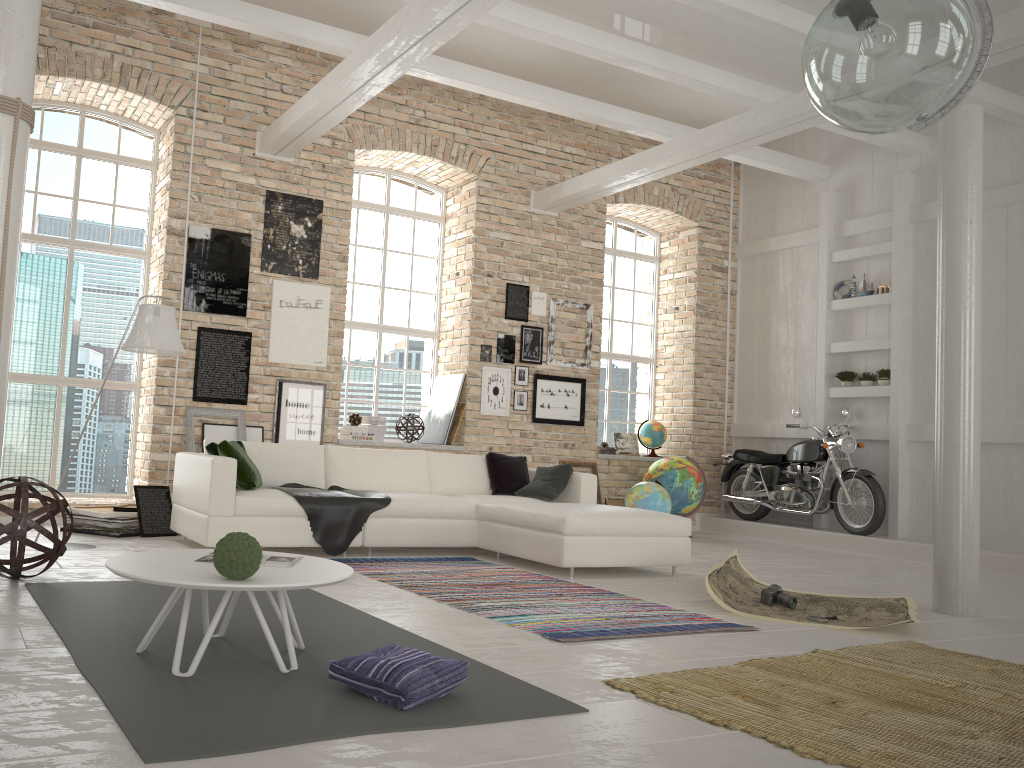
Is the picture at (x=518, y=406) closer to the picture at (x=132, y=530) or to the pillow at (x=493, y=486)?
the pillow at (x=493, y=486)

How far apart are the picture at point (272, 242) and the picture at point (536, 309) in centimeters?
261cm

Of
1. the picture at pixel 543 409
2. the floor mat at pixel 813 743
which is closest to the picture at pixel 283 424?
the picture at pixel 543 409

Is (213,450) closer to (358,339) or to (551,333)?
(358,339)

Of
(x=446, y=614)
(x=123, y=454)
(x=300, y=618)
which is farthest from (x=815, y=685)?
(x=123, y=454)

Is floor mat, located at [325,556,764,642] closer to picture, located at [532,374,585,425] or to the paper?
the paper

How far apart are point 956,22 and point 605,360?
8.6 meters

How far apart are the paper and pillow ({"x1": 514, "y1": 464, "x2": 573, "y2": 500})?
1.6m

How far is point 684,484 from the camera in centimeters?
938cm

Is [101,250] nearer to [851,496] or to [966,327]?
[966,327]
